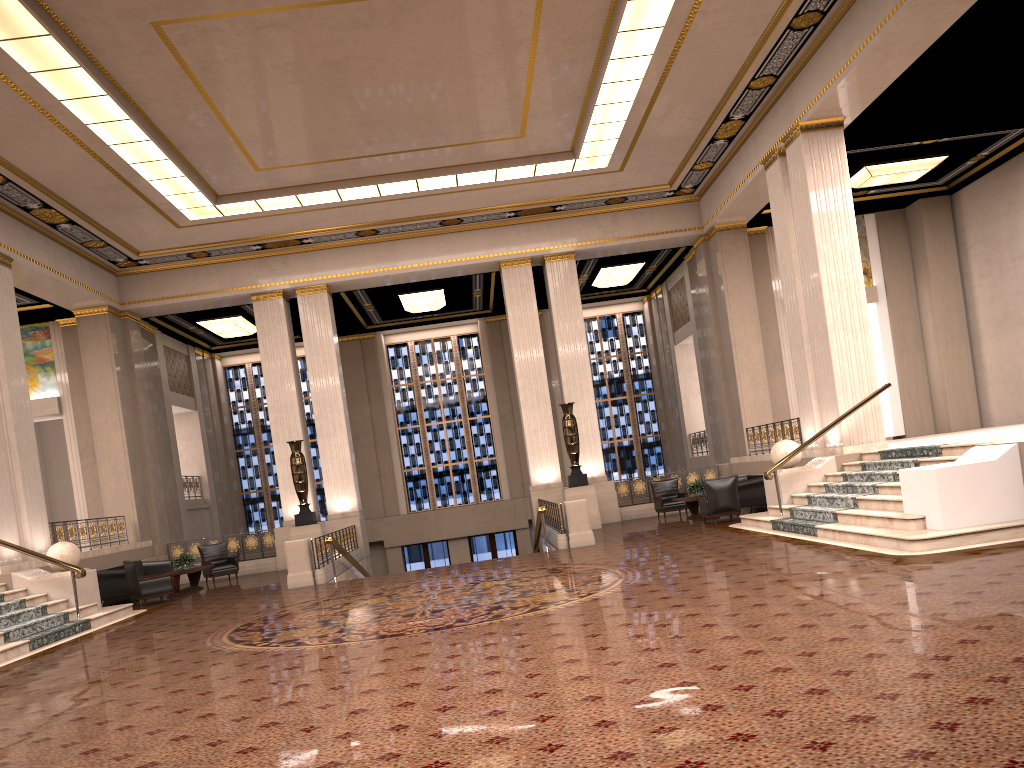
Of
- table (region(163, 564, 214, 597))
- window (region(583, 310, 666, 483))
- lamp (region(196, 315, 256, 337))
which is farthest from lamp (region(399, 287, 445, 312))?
table (region(163, 564, 214, 597))

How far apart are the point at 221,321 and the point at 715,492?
14.00m

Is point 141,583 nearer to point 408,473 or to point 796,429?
point 796,429

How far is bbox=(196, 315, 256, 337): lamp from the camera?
23.1 meters

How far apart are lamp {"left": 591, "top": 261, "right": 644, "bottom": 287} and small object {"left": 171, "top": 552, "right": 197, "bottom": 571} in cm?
1268

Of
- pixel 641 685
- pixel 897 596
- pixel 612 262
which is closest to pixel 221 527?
pixel 612 262

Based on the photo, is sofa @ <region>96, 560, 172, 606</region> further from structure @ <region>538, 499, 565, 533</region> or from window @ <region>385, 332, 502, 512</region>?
window @ <region>385, 332, 502, 512</region>

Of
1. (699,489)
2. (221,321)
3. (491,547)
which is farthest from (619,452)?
(221,321)

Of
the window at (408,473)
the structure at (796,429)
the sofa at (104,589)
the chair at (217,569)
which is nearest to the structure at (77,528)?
the sofa at (104,589)

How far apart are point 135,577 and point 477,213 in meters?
10.3 m
